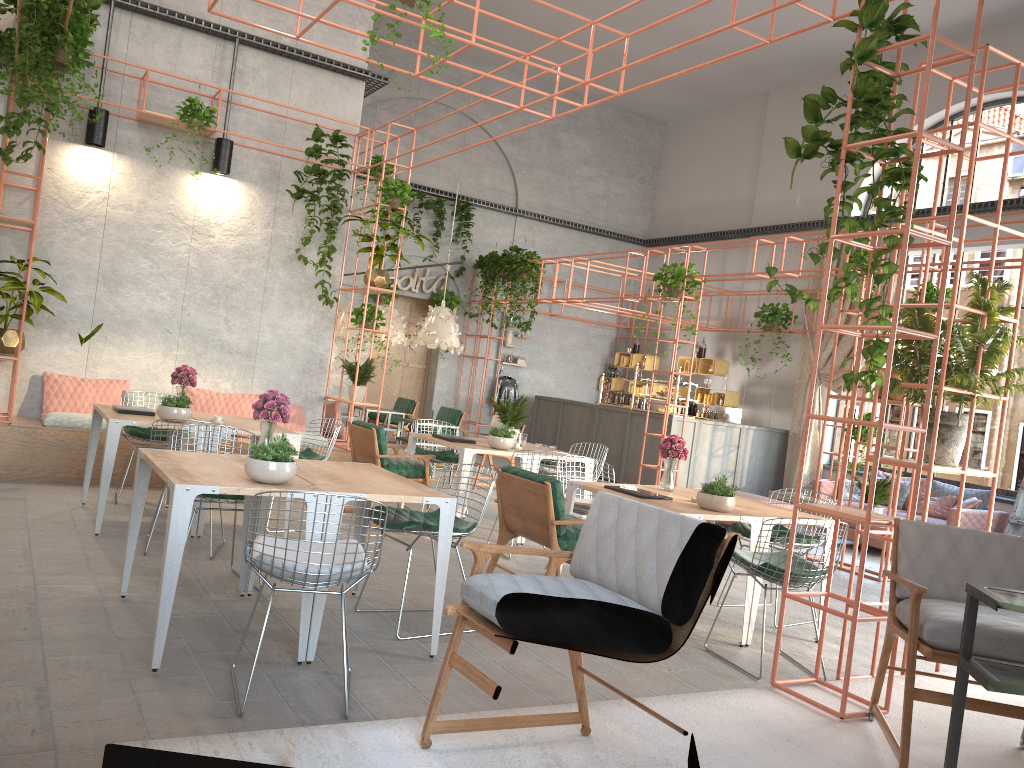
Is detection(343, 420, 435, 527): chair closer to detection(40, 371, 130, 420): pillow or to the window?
detection(40, 371, 130, 420): pillow

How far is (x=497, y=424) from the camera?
8.70m

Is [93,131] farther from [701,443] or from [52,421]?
[701,443]

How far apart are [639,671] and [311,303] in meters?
6.5 m

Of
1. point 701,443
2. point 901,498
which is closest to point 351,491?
point 901,498

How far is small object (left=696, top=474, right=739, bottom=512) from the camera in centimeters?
553cm

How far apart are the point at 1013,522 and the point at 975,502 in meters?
0.5

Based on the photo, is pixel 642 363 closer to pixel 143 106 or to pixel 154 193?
pixel 154 193

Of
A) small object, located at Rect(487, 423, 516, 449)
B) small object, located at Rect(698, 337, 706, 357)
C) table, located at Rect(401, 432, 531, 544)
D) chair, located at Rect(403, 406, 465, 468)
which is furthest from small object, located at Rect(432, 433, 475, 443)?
small object, located at Rect(698, 337, 706, 357)

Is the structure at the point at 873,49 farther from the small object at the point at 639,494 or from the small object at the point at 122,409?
the small object at the point at 122,409
